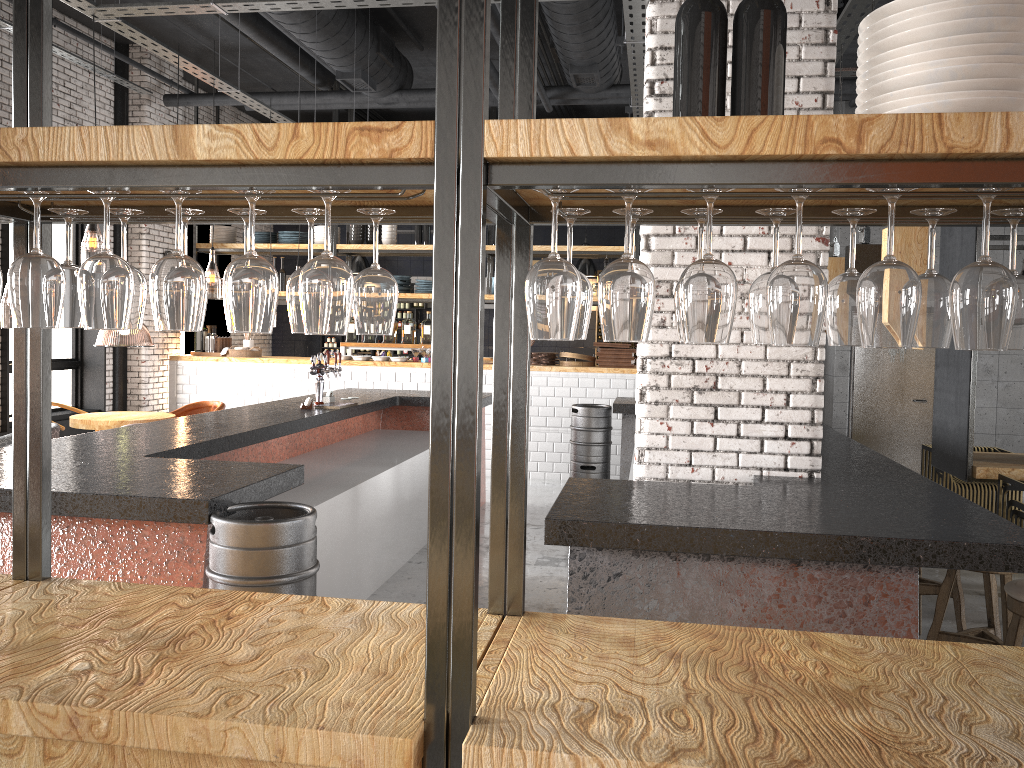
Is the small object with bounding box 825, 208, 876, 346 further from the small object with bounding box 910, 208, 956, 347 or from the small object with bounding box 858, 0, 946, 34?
the small object with bounding box 858, 0, 946, 34

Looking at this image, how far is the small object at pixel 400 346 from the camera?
10.8 meters

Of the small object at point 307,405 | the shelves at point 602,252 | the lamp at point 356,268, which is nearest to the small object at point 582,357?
the shelves at point 602,252

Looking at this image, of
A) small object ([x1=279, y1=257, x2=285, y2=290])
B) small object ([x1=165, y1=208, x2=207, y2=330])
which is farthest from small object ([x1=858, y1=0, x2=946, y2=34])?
small object ([x1=279, y1=257, x2=285, y2=290])

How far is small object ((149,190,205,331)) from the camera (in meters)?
1.62

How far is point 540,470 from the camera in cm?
1028

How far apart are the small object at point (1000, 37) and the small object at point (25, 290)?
1.6 meters

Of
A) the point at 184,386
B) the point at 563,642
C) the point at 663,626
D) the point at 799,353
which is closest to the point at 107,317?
the point at 563,642

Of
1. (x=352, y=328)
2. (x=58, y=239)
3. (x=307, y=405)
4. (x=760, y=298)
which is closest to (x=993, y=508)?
(x=307, y=405)

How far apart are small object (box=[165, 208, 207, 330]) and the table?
6.8 meters
